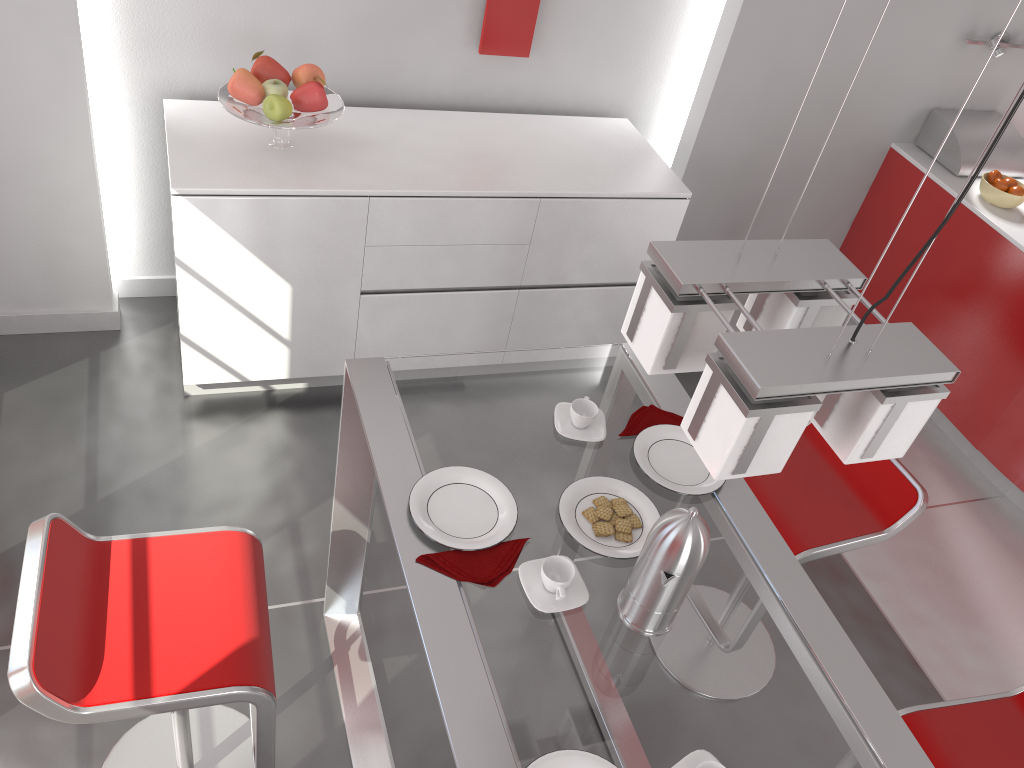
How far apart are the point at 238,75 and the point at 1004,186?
3.05m

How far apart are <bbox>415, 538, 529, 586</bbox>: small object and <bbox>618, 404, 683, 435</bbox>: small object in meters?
0.4 m

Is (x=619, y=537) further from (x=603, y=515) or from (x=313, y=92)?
(x=313, y=92)

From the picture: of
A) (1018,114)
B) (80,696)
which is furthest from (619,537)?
(1018,114)

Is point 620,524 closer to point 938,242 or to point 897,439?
point 897,439

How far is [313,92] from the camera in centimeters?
281cm

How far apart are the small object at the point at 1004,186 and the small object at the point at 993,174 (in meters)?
0.05

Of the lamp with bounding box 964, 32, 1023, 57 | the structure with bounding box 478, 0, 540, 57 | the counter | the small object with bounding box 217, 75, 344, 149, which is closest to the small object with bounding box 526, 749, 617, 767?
the small object with bounding box 217, 75, 344, 149

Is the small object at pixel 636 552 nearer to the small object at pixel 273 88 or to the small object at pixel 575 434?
the small object at pixel 575 434

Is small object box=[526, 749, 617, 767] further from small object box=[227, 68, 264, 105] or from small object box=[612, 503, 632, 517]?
small object box=[227, 68, 264, 105]
